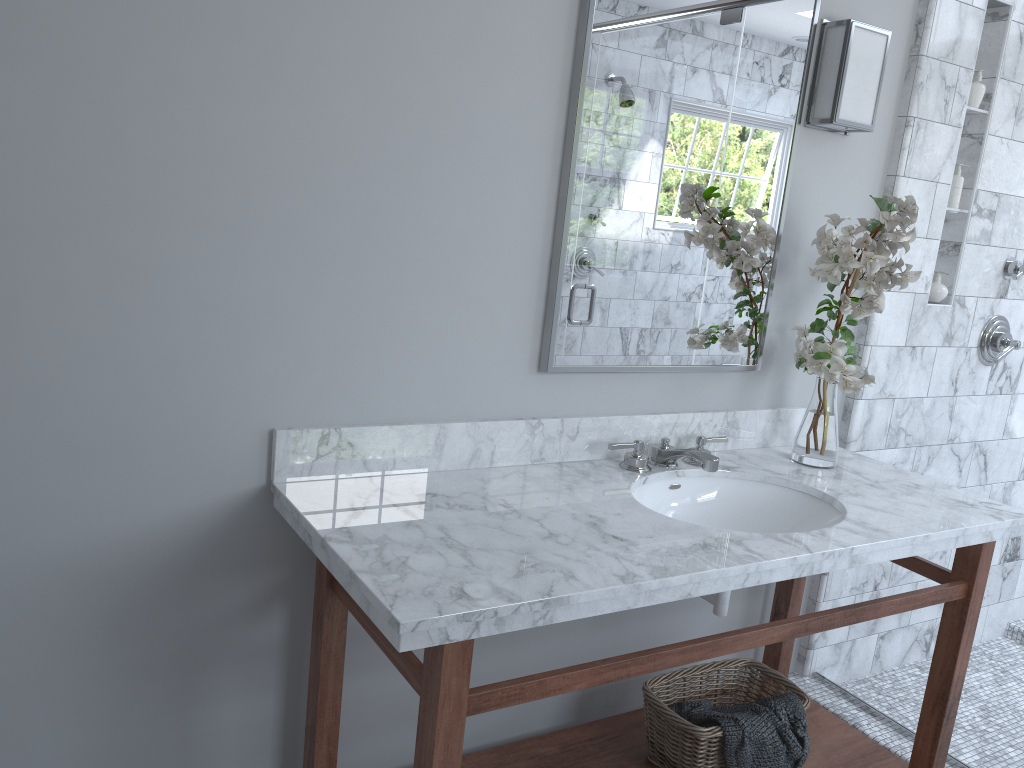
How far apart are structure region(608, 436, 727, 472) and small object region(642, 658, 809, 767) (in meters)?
0.53

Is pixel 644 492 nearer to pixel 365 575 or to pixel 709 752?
pixel 709 752

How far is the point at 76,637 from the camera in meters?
1.7

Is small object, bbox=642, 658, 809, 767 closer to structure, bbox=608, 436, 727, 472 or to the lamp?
structure, bbox=608, 436, 727, 472

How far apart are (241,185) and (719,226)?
1.2 meters

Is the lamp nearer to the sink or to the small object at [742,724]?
the sink

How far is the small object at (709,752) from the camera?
2.03m

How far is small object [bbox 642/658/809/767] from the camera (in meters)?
2.03

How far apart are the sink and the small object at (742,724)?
0.2 meters

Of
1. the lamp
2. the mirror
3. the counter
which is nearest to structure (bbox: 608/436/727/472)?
the counter
